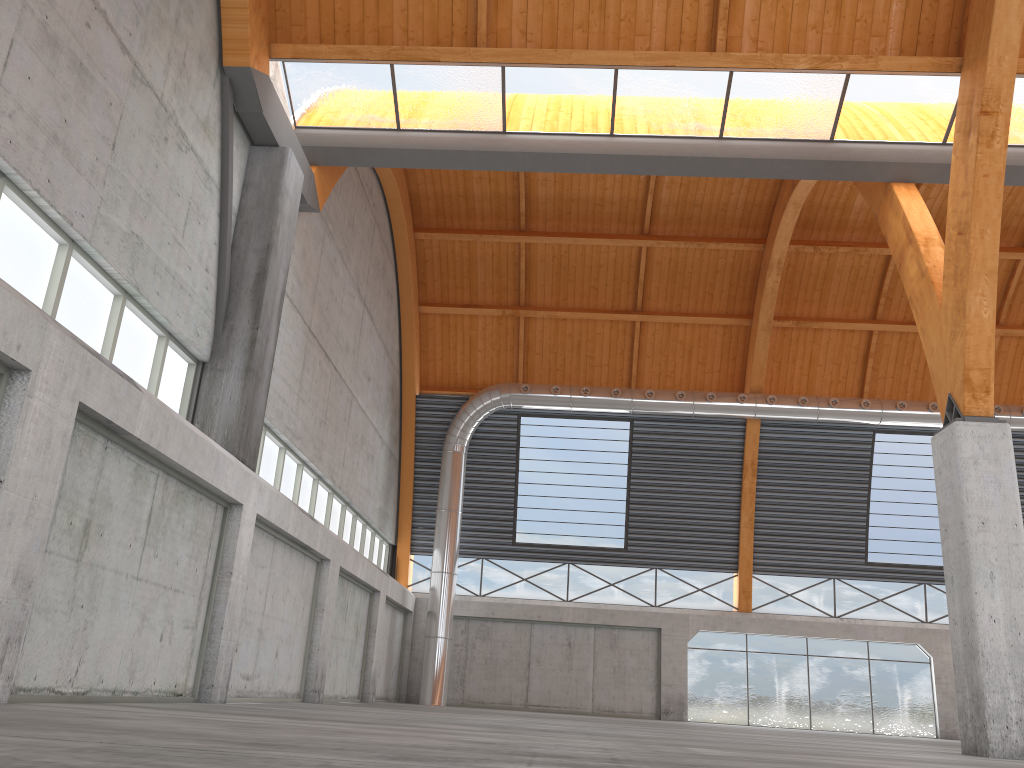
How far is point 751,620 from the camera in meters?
41.4
